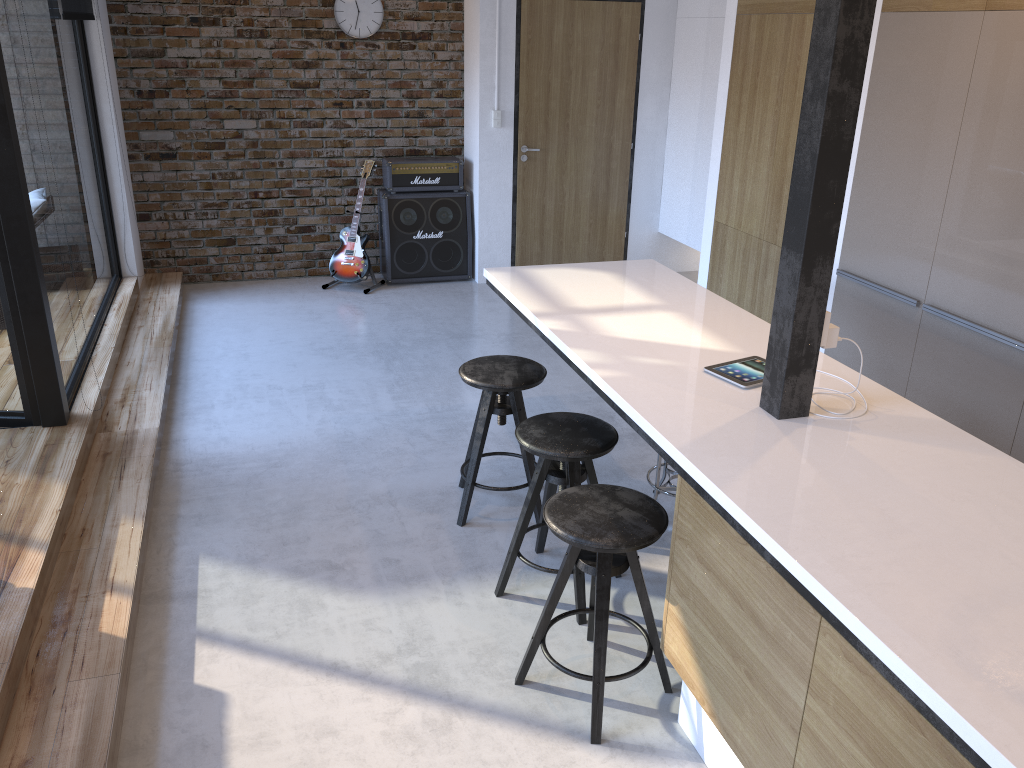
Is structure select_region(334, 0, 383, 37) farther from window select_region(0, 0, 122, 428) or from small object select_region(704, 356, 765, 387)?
small object select_region(704, 356, 765, 387)

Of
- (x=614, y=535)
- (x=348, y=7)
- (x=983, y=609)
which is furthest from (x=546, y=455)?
(x=348, y=7)

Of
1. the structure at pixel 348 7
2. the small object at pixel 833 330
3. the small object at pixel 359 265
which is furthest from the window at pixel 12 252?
the small object at pixel 833 330

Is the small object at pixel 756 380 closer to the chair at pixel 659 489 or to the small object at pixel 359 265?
the chair at pixel 659 489

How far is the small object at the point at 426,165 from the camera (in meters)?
6.81

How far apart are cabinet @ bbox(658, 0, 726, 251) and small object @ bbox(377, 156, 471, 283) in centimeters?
162cm

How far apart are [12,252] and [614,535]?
2.8 meters

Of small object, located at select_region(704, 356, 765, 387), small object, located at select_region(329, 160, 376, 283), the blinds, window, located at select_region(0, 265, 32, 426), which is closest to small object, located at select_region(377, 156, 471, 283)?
small object, located at select_region(329, 160, 376, 283)

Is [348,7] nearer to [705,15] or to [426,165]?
[426,165]

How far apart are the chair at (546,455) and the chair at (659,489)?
0.55m
